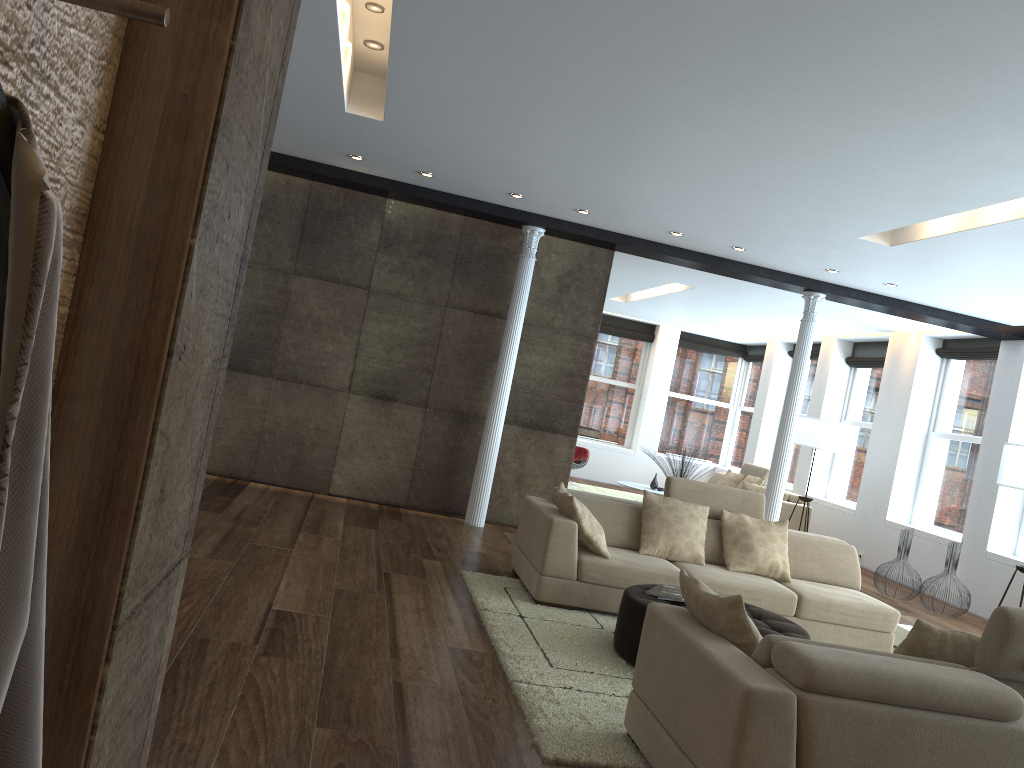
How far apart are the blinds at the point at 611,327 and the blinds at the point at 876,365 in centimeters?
409cm

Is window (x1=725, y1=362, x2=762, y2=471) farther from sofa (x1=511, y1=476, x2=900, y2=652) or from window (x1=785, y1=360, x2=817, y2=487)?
sofa (x1=511, y1=476, x2=900, y2=652)

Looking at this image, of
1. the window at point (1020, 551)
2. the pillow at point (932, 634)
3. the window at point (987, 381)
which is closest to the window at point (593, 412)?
the window at point (987, 381)

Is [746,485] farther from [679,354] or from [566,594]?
[566,594]

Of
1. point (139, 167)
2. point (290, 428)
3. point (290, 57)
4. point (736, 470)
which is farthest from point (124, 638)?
point (736, 470)

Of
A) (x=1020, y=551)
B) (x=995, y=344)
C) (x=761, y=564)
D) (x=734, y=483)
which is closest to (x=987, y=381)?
(x=995, y=344)

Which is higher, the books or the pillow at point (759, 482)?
the pillow at point (759, 482)

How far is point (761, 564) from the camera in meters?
6.3 m

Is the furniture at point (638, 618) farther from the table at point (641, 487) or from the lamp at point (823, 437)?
the table at point (641, 487)

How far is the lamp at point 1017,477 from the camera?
7.3m
